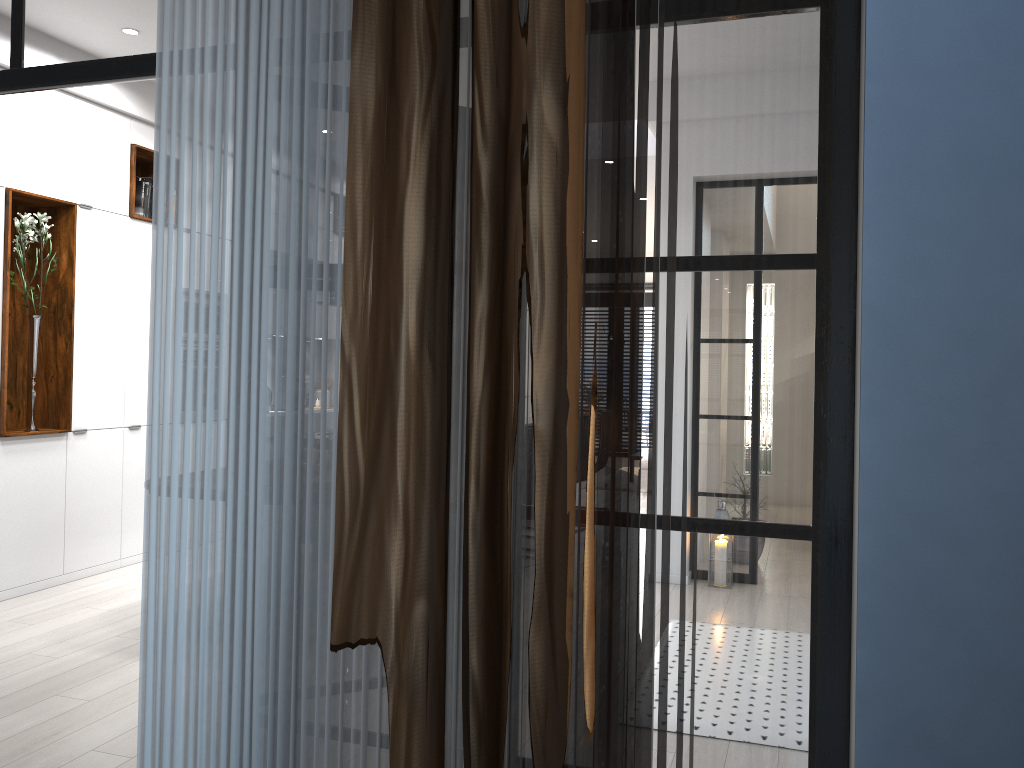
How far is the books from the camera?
6.1m

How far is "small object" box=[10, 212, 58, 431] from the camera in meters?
5.2

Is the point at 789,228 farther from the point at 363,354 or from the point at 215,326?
the point at 215,326

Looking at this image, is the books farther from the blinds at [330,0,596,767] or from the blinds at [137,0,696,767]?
the blinds at [330,0,596,767]

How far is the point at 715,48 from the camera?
1.73m

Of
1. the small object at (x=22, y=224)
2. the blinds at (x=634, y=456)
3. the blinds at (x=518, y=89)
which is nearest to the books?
the small object at (x=22, y=224)

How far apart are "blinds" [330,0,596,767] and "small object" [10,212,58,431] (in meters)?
4.51

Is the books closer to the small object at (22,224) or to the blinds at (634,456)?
the small object at (22,224)

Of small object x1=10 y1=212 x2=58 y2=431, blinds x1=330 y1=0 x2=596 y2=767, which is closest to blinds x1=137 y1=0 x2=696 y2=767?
blinds x1=330 y1=0 x2=596 y2=767

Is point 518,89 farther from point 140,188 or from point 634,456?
point 140,188
